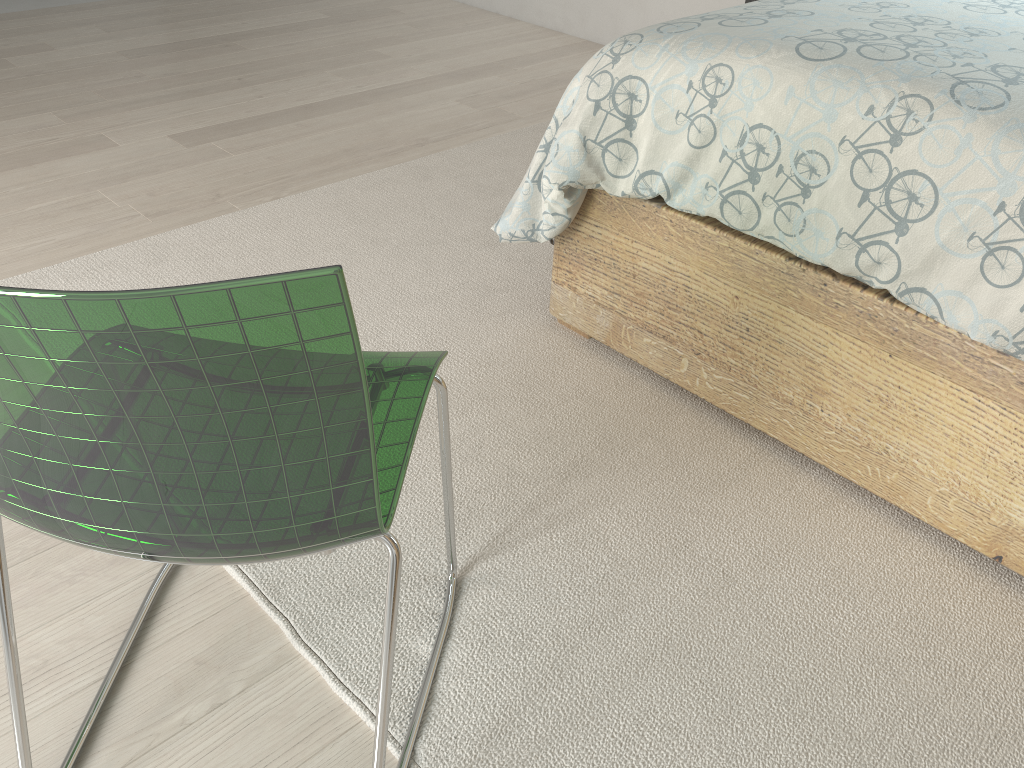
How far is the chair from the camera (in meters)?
0.61

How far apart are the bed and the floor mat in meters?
0.0

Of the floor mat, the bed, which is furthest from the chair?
the bed

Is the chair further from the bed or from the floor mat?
the bed

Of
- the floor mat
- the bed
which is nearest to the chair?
the floor mat

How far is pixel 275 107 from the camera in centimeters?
312cm

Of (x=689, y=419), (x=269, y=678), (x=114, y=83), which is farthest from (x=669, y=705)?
(x=114, y=83)

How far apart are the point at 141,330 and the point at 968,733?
1.1m

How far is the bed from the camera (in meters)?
1.23

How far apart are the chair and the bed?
0.6m
